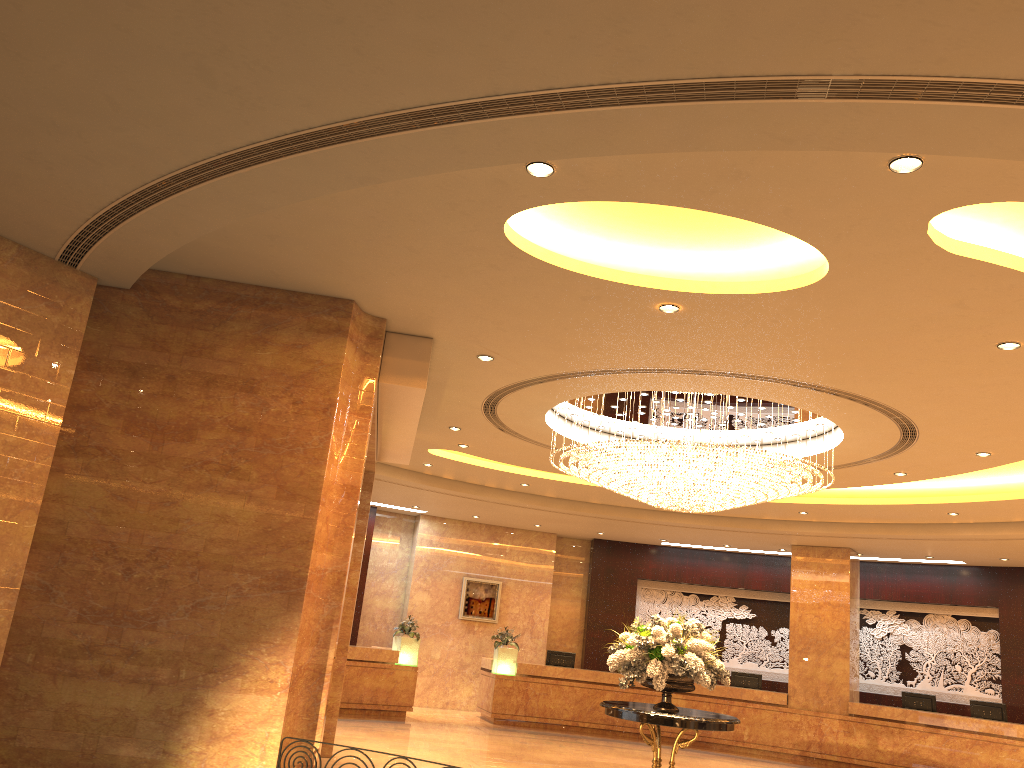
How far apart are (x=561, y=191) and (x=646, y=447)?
4.37m

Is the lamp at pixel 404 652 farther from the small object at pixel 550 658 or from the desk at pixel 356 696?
the small object at pixel 550 658

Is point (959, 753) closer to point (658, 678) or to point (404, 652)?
point (658, 678)

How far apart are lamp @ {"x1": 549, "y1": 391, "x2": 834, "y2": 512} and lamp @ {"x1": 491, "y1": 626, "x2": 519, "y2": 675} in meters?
7.0 m

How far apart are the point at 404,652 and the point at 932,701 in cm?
966

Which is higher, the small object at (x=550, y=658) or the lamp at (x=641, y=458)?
the lamp at (x=641, y=458)

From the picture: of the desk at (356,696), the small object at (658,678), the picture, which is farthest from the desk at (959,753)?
the small object at (658,678)

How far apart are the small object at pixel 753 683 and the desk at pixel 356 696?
6.4m

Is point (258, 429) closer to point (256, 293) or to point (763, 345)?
point (256, 293)

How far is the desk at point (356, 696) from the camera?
15.83m
